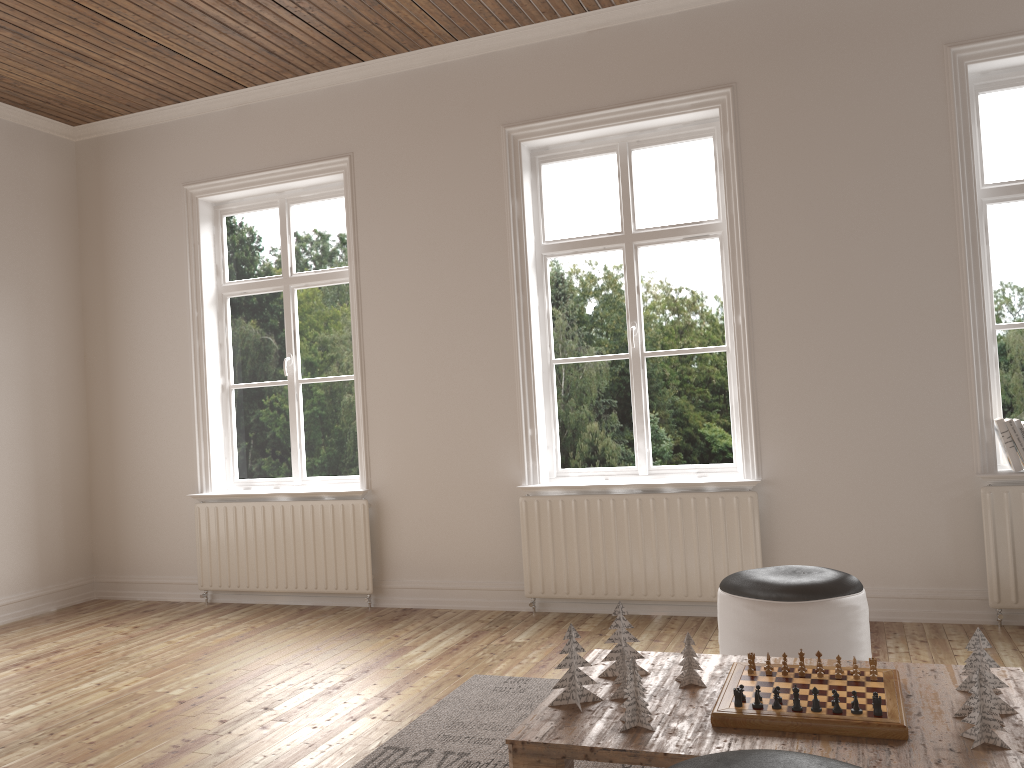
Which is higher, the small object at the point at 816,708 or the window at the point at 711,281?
the window at the point at 711,281

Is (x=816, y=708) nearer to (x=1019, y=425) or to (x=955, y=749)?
(x=955, y=749)

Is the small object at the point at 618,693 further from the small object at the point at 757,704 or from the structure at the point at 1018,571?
the structure at the point at 1018,571

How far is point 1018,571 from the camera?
3.84m

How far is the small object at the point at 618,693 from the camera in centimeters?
→ 233cm

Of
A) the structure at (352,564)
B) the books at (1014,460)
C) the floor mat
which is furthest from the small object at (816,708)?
the structure at (352,564)

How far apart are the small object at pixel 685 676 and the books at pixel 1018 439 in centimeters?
231cm

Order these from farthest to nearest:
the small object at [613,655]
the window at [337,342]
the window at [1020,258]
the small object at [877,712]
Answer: the window at [337,342] → the window at [1020,258] → the small object at [613,655] → the small object at [877,712]

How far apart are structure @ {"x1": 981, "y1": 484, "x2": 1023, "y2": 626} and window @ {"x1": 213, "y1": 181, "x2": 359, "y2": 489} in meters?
3.3 m

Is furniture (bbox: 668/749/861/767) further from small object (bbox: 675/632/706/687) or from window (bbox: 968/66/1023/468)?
window (bbox: 968/66/1023/468)
